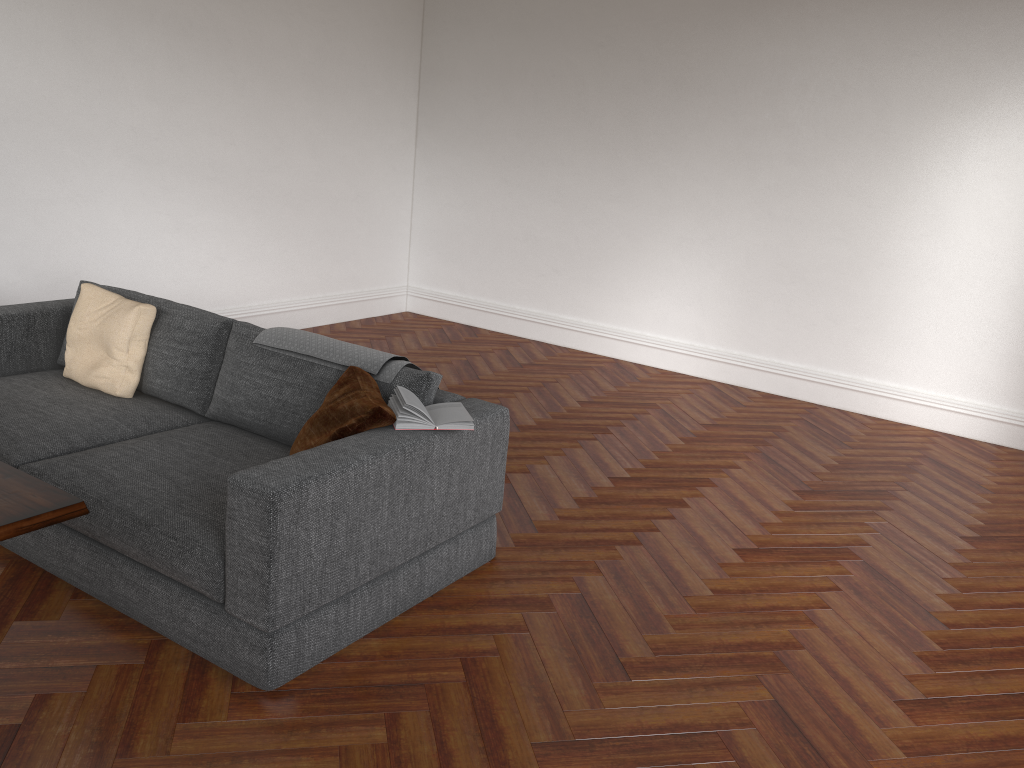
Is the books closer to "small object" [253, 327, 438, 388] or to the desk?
"small object" [253, 327, 438, 388]

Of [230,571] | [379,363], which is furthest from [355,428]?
[230,571]

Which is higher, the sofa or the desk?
the desk

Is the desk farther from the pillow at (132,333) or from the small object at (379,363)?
the pillow at (132,333)

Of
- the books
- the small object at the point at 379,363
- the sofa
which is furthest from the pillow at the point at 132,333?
the books

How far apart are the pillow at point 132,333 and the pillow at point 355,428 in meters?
1.2 m

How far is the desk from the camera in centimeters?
193cm

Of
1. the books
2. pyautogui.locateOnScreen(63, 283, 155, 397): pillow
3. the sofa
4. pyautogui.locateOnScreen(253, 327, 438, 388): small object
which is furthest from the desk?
pyautogui.locateOnScreen(63, 283, 155, 397): pillow

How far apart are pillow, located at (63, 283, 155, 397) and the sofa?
0.0m

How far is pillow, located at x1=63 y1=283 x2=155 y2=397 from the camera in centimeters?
395cm
